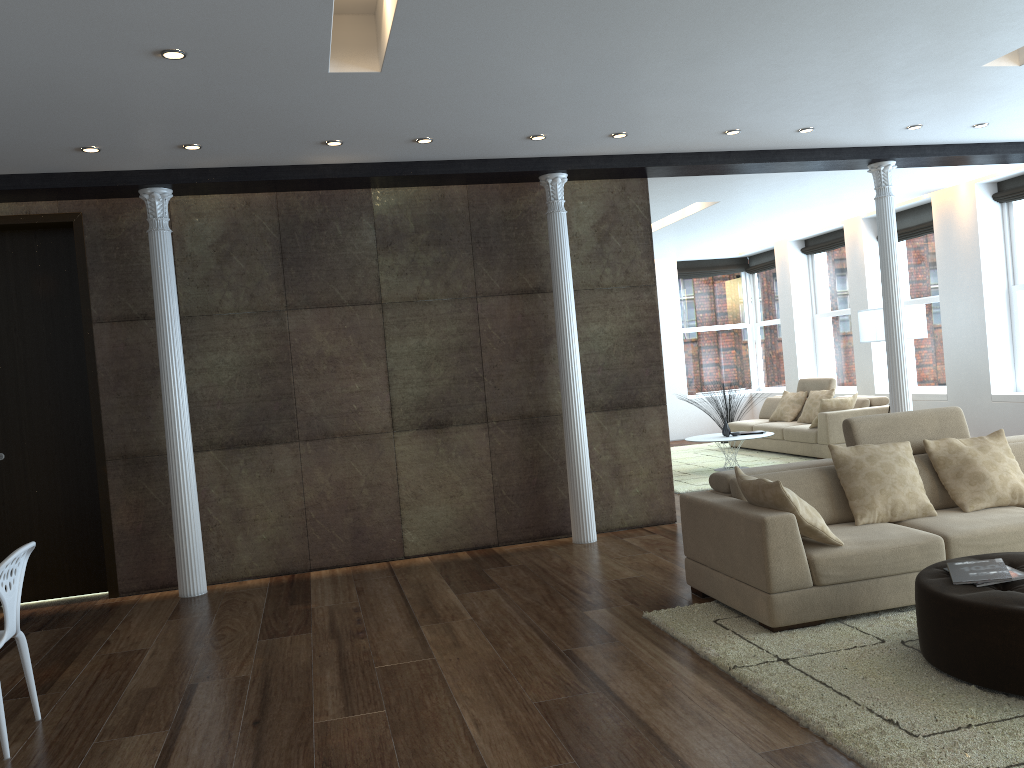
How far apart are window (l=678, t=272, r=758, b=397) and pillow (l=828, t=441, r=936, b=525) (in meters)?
10.04

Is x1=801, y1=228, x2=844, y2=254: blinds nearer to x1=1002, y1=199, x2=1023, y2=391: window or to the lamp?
x1=1002, y1=199, x2=1023, y2=391: window

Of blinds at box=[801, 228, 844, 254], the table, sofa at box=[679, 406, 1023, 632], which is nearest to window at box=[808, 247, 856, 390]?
blinds at box=[801, 228, 844, 254]

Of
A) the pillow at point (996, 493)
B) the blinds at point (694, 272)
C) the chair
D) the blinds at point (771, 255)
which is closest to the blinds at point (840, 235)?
the blinds at point (771, 255)

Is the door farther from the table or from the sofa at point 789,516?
the table

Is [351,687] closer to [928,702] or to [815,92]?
[928,702]

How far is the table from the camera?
10.22m

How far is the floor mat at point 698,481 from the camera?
9.6m

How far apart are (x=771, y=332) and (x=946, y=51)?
10.0m

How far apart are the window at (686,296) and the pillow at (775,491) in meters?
10.5
